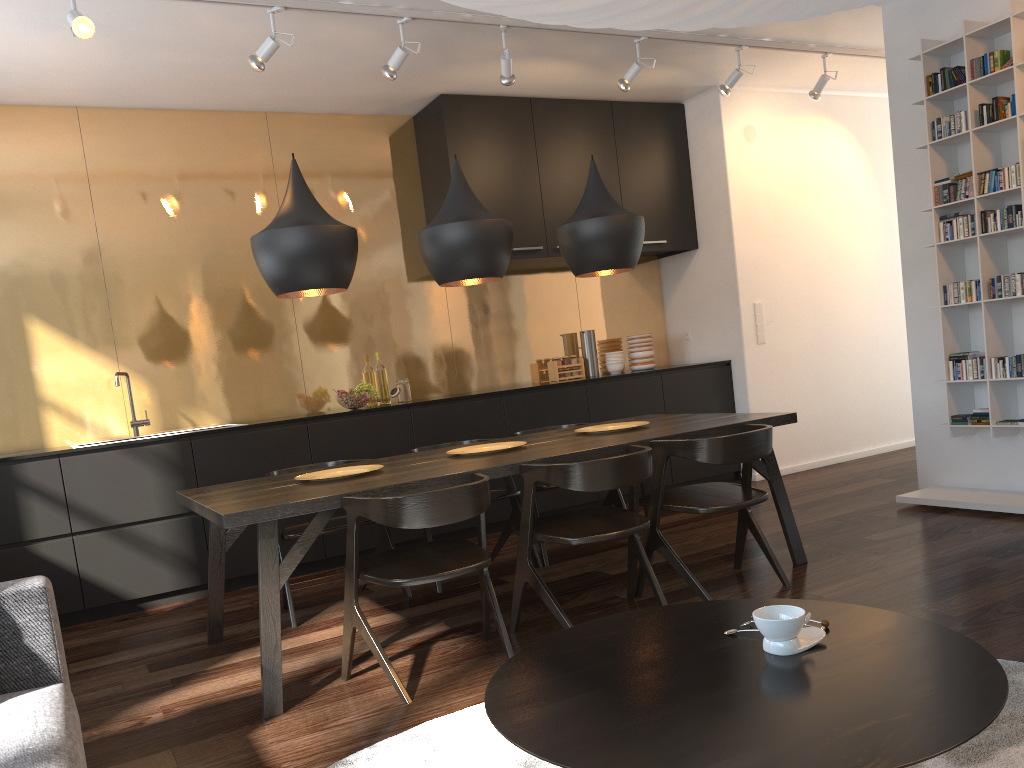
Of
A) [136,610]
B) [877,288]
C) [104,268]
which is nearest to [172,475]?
[136,610]

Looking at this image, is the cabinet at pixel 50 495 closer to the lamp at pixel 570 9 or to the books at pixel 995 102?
the books at pixel 995 102

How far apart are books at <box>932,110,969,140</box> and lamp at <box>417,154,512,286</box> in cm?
249

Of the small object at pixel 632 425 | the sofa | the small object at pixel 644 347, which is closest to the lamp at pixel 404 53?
the small object at pixel 632 425

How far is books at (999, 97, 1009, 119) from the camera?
4.3 meters

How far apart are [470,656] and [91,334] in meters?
3.3

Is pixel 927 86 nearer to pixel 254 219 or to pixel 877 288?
pixel 877 288

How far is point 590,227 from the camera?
4.0m

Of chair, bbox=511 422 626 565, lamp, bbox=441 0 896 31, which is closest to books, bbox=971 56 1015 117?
chair, bbox=511 422 626 565

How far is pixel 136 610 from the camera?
4.57m
